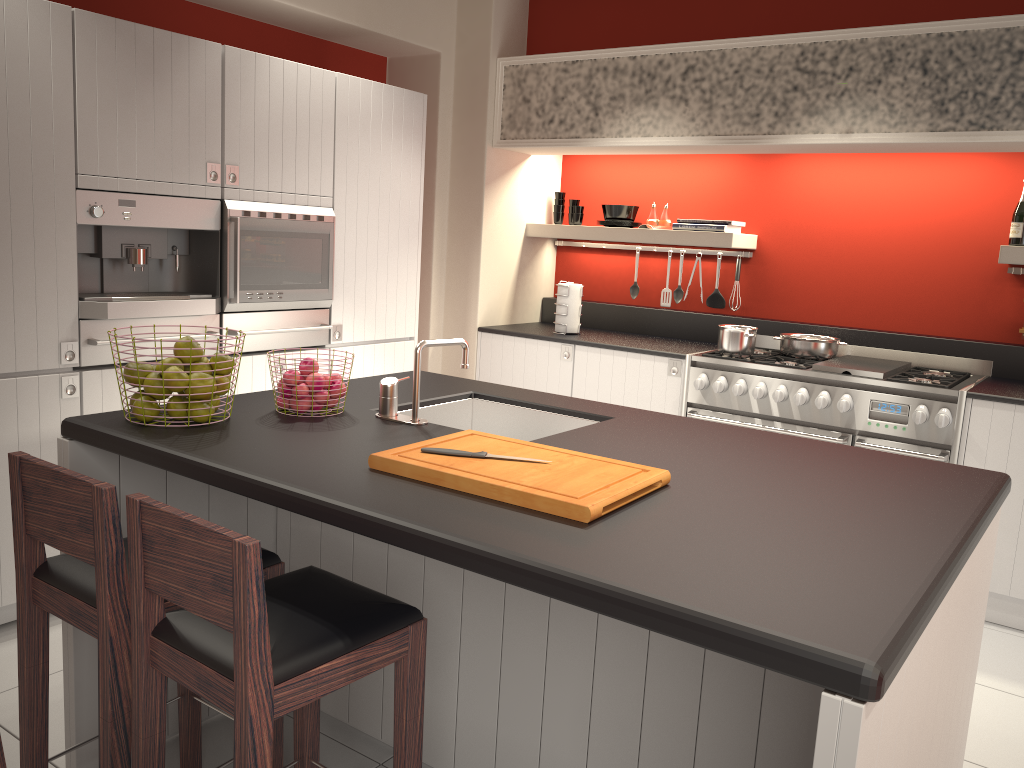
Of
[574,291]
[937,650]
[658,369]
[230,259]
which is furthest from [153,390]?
[574,291]

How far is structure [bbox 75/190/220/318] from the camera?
3.3 meters

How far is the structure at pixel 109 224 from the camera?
3.3 meters

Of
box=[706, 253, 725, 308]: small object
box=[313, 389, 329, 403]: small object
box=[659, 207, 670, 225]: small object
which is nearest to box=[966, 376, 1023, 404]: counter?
box=[706, 253, 725, 308]: small object

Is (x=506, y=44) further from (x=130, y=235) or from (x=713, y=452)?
(x=713, y=452)

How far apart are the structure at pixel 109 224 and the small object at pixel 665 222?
2.64m

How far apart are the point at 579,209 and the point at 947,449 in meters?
2.6

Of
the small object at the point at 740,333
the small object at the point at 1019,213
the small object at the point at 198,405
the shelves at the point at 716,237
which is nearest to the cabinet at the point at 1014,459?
the small object at the point at 1019,213

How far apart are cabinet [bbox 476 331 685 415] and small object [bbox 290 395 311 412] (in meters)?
2.54

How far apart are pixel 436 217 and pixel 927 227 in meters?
2.7
